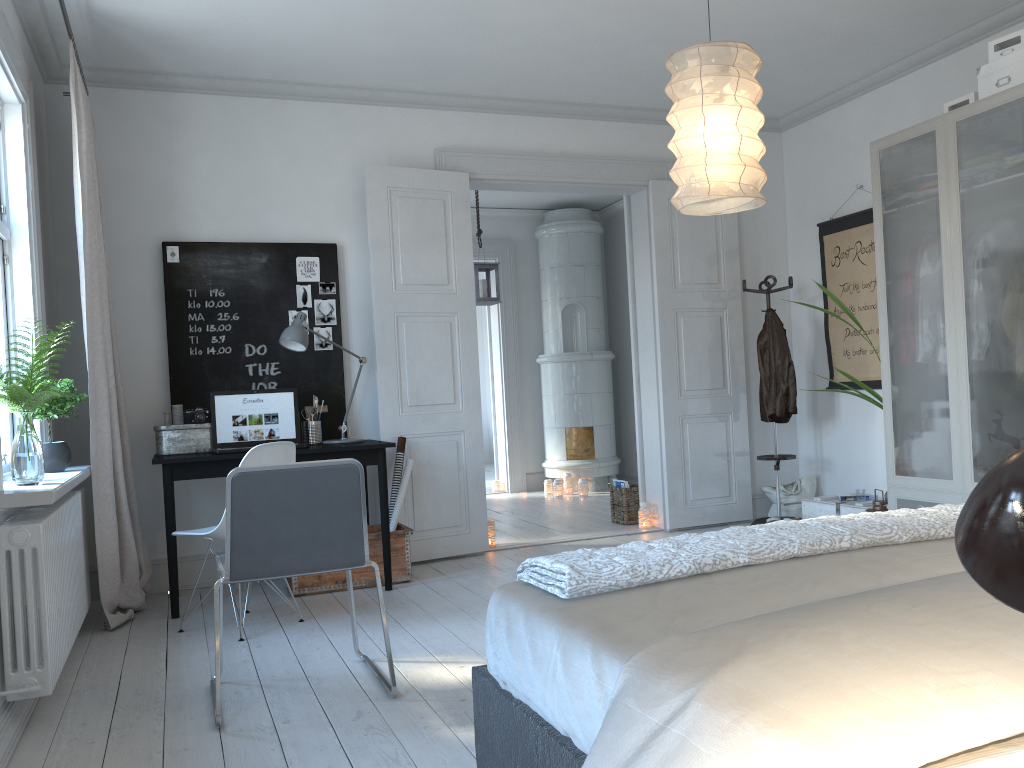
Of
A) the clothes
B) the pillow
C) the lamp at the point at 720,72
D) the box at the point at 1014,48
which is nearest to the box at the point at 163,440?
the lamp at the point at 720,72

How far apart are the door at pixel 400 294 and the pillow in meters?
0.2

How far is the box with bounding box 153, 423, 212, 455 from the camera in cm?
452

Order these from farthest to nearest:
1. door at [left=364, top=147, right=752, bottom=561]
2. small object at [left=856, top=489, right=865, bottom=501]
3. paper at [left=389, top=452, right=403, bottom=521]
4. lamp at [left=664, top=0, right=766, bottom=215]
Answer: small object at [left=856, top=489, right=865, bottom=501], door at [left=364, top=147, right=752, bottom=561], paper at [left=389, top=452, right=403, bottom=521], lamp at [left=664, top=0, right=766, bottom=215]

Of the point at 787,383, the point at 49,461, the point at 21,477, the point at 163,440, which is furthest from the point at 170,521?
the point at 787,383

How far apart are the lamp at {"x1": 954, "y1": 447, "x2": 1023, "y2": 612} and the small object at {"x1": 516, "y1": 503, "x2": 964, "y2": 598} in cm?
122

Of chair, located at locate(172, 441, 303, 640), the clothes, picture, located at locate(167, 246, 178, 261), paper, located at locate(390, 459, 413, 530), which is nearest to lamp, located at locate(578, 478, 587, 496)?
the clothes

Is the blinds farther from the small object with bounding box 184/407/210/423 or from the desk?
the small object with bounding box 184/407/210/423

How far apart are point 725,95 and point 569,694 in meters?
2.2 m

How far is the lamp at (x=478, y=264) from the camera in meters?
7.0 m
